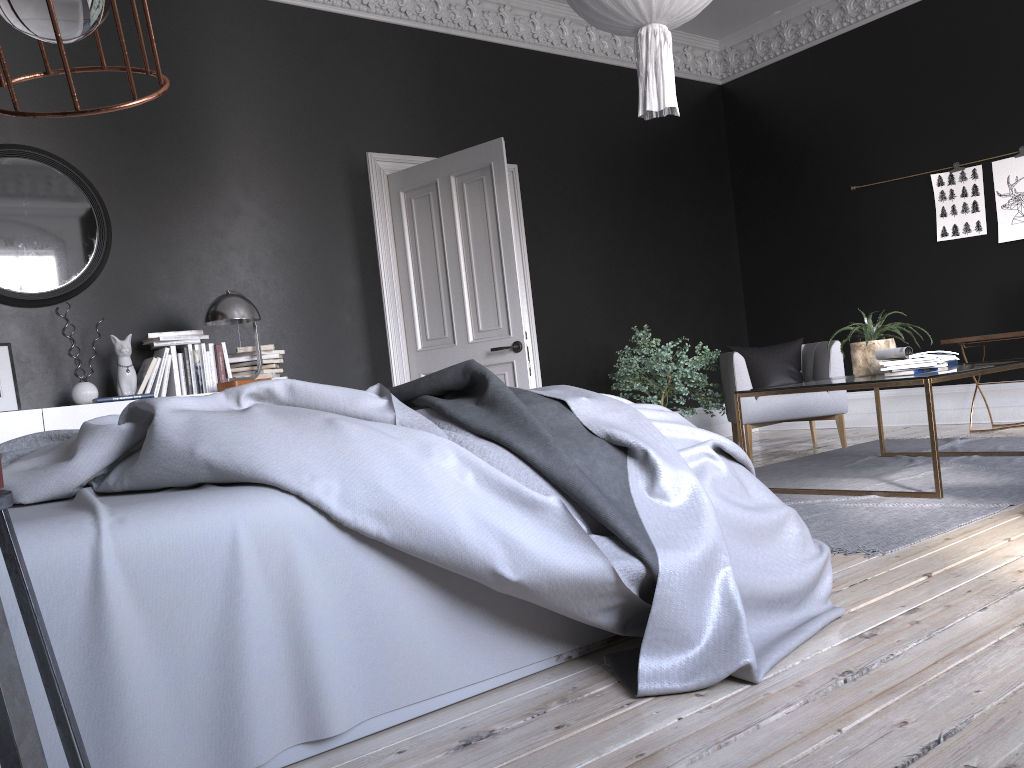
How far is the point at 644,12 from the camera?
3.8 meters

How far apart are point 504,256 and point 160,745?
4.6 meters

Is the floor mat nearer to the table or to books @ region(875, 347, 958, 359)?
the table

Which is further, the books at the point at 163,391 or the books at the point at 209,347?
the books at the point at 209,347

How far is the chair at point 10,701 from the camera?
1.0m

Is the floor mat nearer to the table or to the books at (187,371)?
the table

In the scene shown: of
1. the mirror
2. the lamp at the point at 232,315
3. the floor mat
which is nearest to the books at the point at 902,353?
the floor mat

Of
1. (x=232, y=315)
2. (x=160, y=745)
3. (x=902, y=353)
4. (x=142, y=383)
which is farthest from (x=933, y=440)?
(x=142, y=383)

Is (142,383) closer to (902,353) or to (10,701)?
(902,353)

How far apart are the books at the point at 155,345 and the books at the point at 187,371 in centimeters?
5cm
